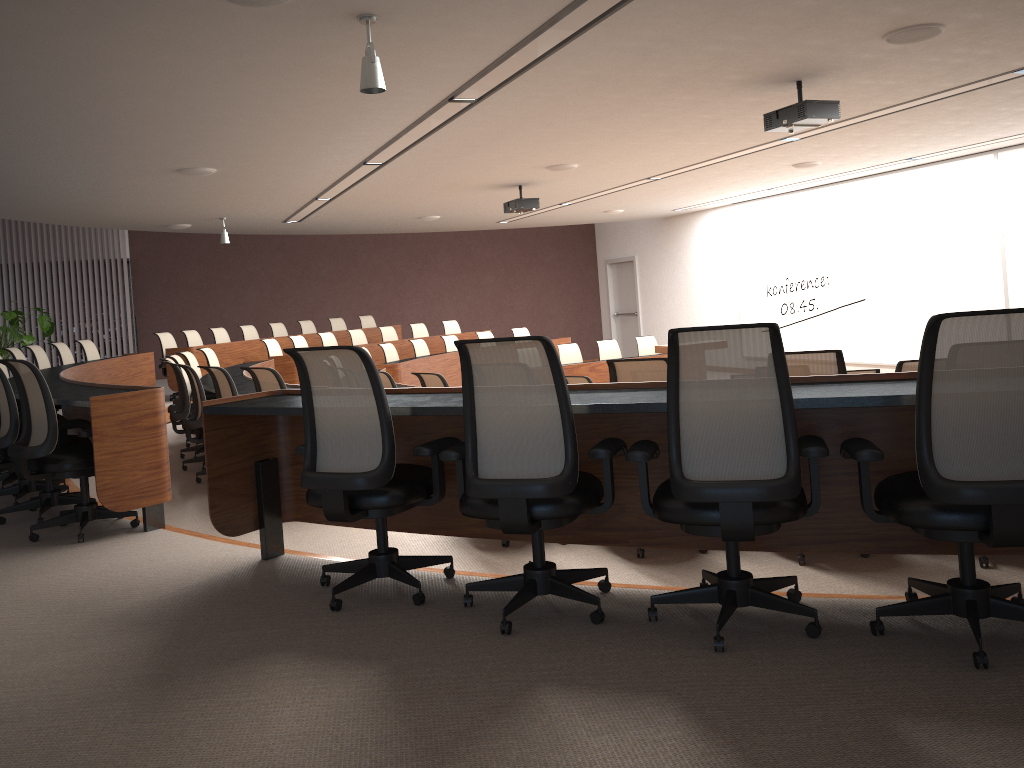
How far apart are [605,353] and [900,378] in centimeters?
1006cm

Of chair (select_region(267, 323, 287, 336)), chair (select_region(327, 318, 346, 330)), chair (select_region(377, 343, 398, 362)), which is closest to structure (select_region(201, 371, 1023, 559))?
chair (select_region(377, 343, 398, 362))

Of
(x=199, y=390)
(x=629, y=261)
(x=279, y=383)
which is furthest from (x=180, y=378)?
(x=629, y=261)

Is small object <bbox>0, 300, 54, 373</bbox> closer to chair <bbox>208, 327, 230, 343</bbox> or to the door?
chair <bbox>208, 327, 230, 343</bbox>

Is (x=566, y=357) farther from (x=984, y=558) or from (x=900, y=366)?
(x=984, y=558)

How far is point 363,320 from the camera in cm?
1638

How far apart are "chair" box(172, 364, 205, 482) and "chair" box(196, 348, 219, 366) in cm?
337

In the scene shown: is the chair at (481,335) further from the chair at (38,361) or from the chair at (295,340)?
the chair at (38,361)

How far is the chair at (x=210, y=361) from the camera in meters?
10.3

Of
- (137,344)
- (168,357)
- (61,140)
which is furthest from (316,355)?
(137,344)
